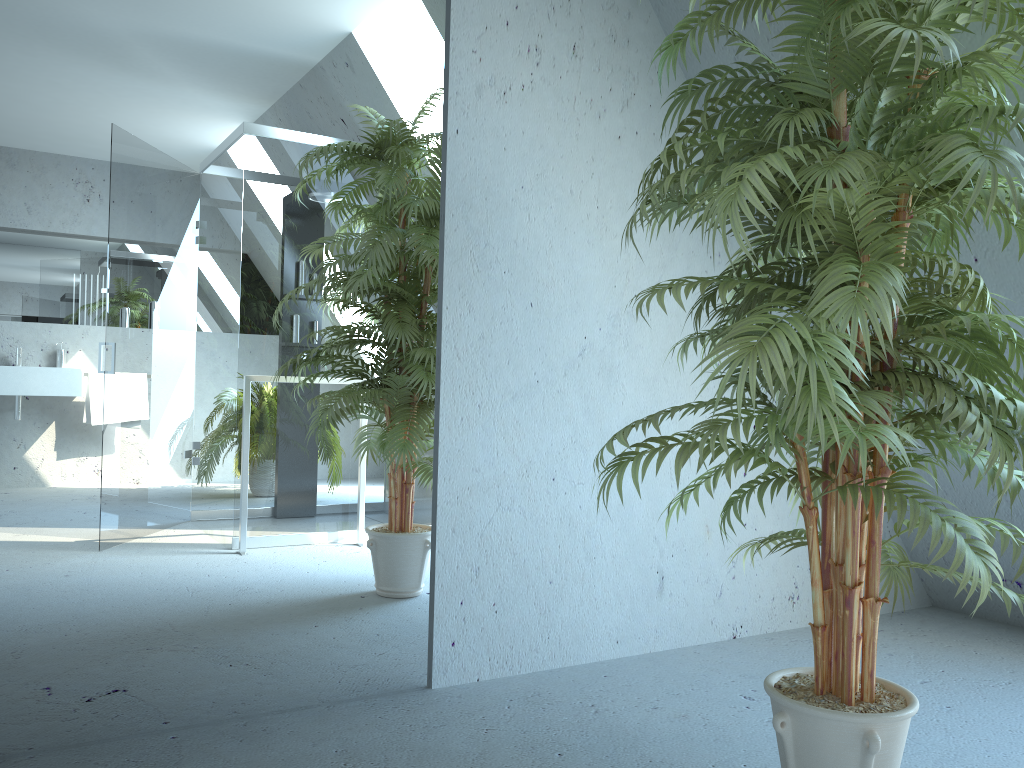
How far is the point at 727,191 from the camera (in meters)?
1.40

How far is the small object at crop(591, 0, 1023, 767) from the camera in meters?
1.4

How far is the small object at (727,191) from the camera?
1.4 meters
